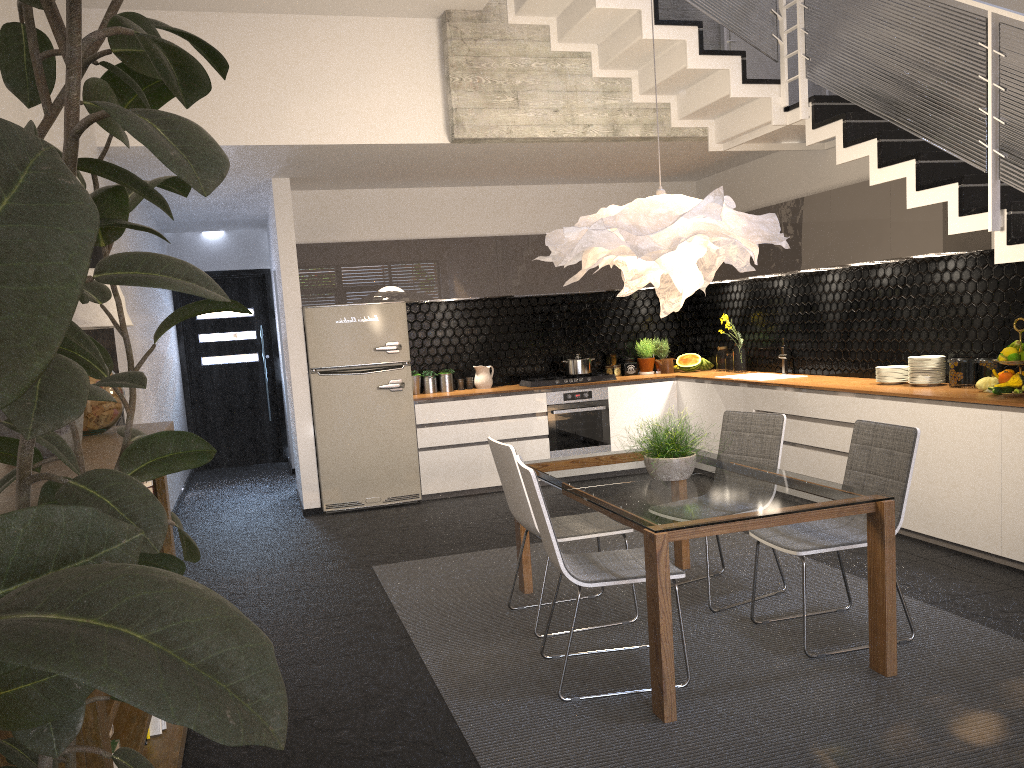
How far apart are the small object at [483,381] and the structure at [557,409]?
0.62m

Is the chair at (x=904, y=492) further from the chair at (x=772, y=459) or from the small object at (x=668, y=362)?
the small object at (x=668, y=362)

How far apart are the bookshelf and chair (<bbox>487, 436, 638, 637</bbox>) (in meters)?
1.44

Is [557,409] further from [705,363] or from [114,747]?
[114,747]

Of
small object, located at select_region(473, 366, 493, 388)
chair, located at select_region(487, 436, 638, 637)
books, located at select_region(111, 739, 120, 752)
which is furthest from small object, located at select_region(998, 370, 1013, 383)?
books, located at select_region(111, 739, 120, 752)

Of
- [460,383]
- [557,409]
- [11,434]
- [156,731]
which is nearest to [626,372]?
[557,409]

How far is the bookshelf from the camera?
1.78m

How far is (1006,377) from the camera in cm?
483

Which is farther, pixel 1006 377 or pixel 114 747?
pixel 1006 377

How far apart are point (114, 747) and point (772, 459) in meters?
3.2
